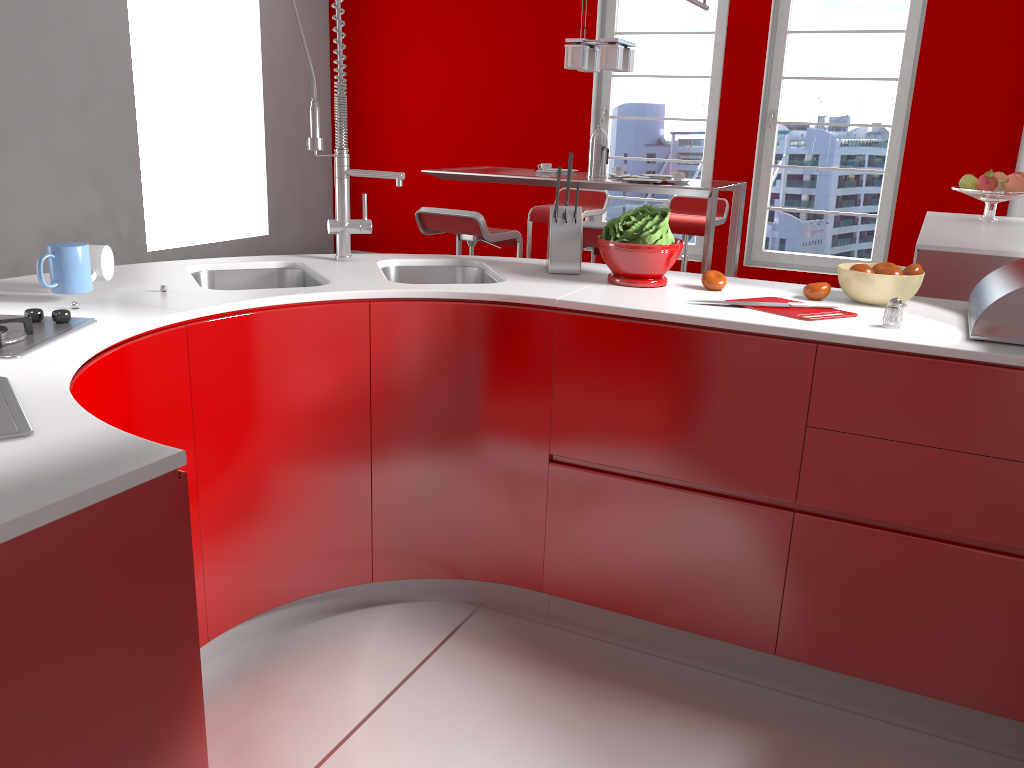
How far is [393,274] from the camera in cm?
263

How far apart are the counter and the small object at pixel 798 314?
0.04m

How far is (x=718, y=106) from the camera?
6.6m

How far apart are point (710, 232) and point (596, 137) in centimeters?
94cm

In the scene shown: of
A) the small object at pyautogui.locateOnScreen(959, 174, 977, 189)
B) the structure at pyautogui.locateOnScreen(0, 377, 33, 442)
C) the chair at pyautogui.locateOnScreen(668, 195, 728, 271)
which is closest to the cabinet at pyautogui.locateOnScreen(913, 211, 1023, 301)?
the small object at pyautogui.locateOnScreen(959, 174, 977, 189)

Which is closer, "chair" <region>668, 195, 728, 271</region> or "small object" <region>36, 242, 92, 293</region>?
"small object" <region>36, 242, 92, 293</region>

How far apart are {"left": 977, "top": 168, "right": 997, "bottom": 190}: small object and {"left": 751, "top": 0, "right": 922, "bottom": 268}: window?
1.8m

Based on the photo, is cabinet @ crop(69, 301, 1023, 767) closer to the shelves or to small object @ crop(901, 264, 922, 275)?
small object @ crop(901, 264, 922, 275)

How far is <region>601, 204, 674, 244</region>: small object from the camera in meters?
2.3 m

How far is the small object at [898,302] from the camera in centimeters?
192cm
